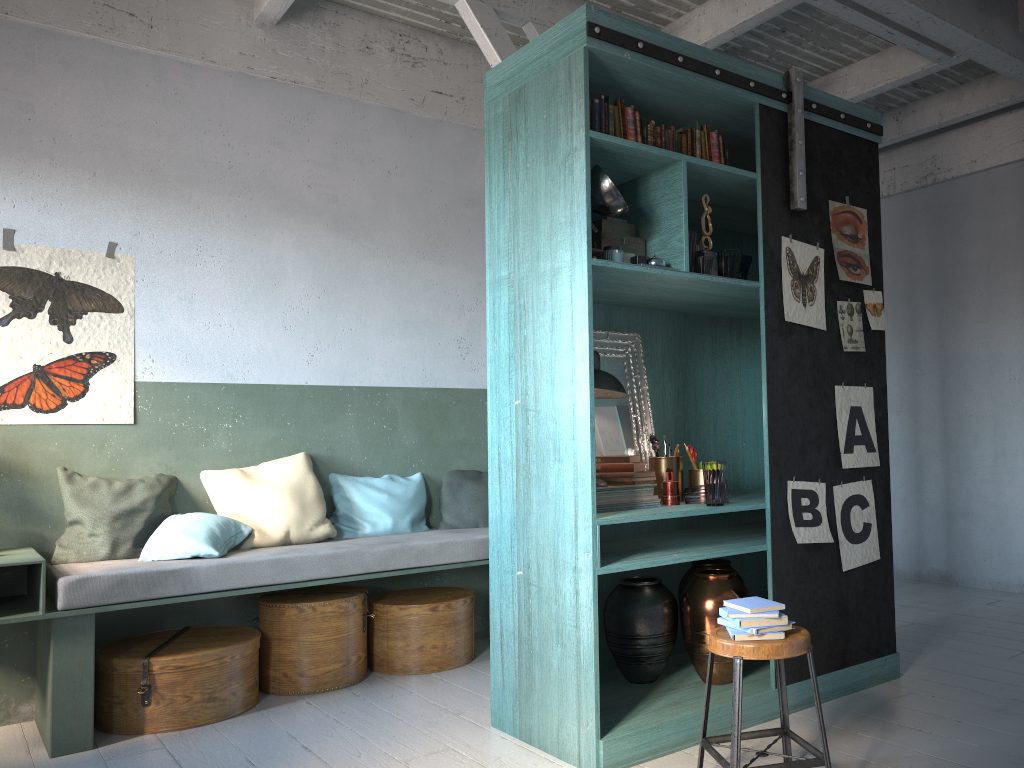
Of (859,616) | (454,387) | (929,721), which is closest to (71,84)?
(454,387)

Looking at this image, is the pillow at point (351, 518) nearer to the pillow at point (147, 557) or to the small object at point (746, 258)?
the pillow at point (147, 557)

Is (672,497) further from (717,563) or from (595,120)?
(595,120)

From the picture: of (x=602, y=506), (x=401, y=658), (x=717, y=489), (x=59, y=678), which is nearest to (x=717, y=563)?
(x=717, y=489)

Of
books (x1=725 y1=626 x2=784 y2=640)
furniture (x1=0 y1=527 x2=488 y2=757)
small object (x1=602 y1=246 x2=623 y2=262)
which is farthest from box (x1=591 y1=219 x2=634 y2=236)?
furniture (x1=0 y1=527 x2=488 y2=757)

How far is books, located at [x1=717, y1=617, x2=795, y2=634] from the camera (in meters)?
3.25

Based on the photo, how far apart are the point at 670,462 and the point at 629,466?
0.31m

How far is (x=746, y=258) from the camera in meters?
4.5 m

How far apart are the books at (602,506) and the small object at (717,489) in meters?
0.3

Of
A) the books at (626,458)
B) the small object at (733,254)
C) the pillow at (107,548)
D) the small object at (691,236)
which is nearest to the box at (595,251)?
the small object at (691,236)
